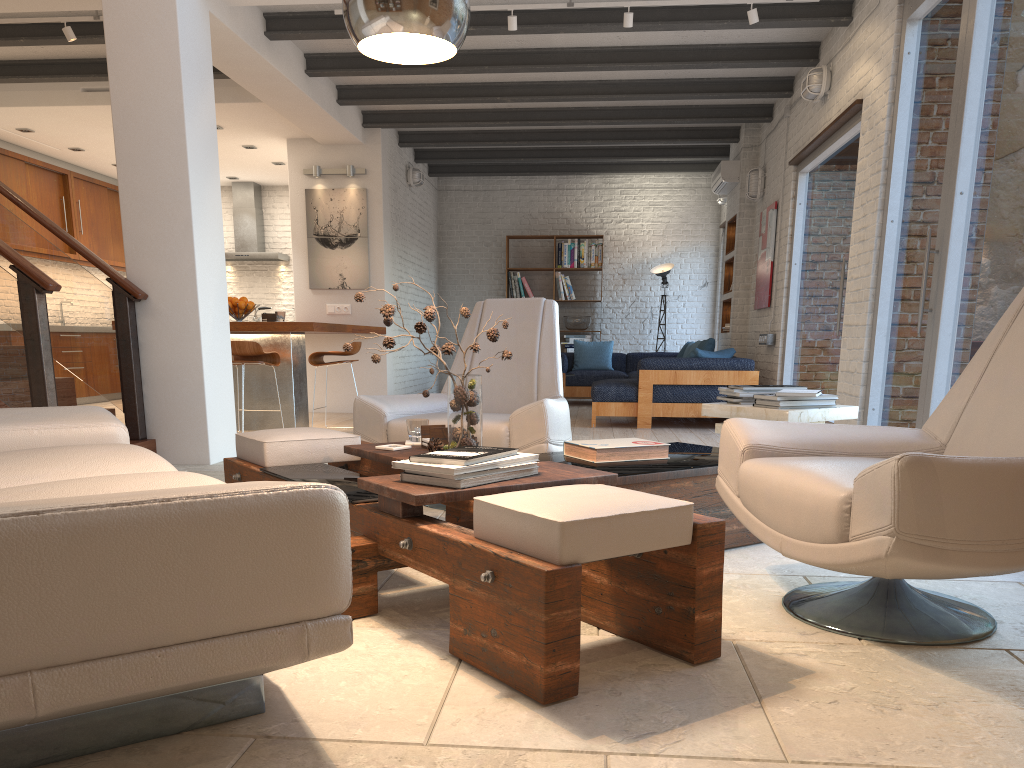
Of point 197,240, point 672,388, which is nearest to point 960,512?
point 197,240

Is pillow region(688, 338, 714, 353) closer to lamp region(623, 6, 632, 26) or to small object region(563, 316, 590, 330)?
small object region(563, 316, 590, 330)

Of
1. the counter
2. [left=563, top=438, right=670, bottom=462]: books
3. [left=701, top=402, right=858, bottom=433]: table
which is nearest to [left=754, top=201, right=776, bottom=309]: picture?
the counter

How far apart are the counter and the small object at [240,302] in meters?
0.2

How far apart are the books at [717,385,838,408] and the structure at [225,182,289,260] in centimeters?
906cm

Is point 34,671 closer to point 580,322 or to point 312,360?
point 312,360

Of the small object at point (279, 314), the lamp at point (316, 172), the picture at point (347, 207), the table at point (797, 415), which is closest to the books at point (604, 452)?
the table at point (797, 415)

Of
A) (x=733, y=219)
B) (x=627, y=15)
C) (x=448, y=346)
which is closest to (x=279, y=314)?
(x=627, y=15)

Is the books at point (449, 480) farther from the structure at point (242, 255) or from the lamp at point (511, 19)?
the structure at point (242, 255)

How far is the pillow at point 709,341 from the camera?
9.1 meters
